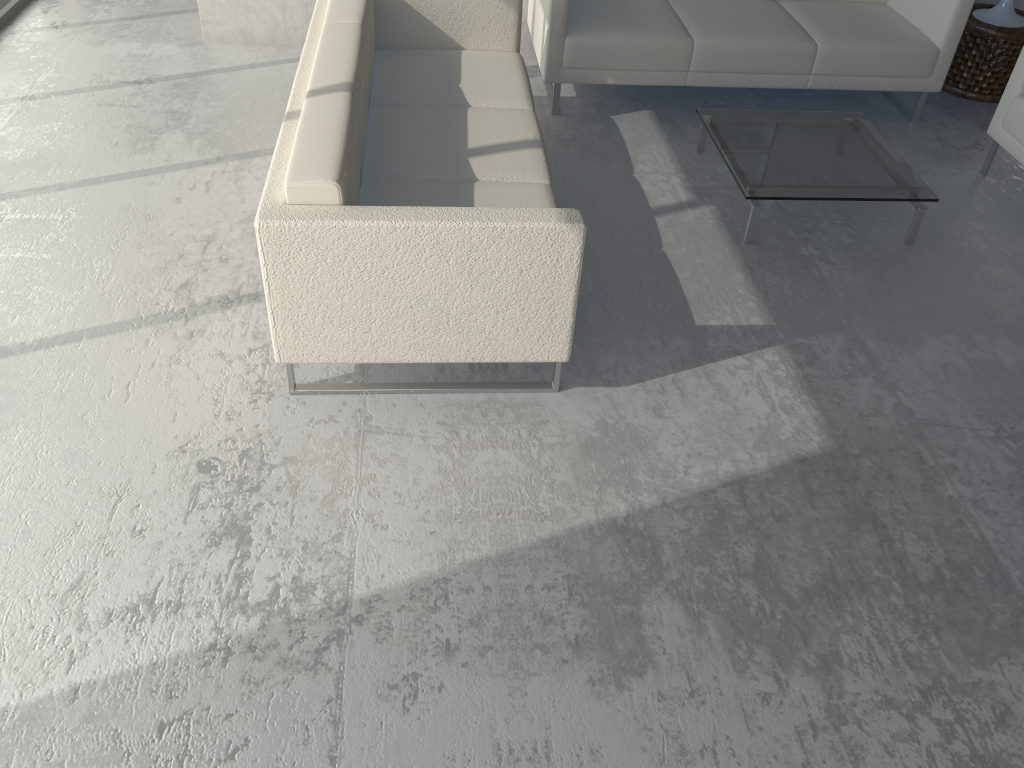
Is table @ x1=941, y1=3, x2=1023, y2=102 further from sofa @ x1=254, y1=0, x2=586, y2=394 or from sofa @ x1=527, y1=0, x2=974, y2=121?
sofa @ x1=254, y1=0, x2=586, y2=394

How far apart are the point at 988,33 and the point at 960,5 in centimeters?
54cm

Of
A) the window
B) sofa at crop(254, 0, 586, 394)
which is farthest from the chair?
the window

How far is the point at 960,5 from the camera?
3.9 meters

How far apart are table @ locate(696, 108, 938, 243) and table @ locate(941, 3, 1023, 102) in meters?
1.1

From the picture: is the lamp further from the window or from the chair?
the window

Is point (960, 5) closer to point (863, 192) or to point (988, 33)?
point (988, 33)

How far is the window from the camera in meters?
4.6 m

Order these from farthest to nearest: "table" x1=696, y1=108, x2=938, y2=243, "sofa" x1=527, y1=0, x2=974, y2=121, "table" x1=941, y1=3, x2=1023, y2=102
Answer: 1. "table" x1=941, y1=3, x2=1023, y2=102
2. "sofa" x1=527, y1=0, x2=974, y2=121
3. "table" x1=696, y1=108, x2=938, y2=243

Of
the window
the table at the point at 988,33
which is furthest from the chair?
the window
